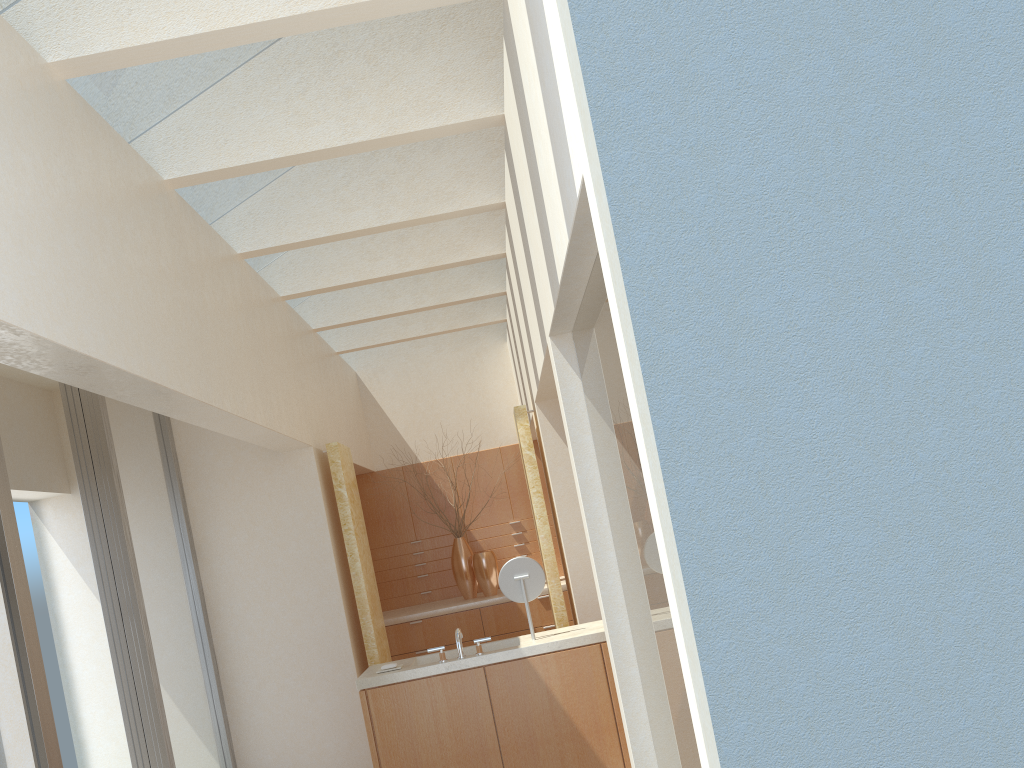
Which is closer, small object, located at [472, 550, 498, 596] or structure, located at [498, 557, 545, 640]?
structure, located at [498, 557, 545, 640]

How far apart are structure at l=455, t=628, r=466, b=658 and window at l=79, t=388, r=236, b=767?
3.97m

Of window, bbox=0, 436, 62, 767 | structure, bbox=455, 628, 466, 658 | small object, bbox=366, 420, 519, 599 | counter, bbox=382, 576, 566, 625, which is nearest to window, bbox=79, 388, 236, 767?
window, bbox=0, 436, 62, 767

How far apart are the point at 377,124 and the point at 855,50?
6.21m

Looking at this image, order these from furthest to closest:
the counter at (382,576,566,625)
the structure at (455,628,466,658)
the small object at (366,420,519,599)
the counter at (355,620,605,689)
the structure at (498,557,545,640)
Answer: the small object at (366,420,519,599), the counter at (382,576,566,625), the structure at (498,557,545,640), the structure at (455,628,466,658), the counter at (355,620,605,689)

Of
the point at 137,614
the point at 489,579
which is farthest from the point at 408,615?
the point at 137,614

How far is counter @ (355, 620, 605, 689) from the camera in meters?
11.1

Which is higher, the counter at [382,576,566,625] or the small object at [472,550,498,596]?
the small object at [472,550,498,596]

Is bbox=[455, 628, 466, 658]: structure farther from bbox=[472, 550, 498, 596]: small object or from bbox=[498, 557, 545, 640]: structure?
bbox=[472, 550, 498, 596]: small object

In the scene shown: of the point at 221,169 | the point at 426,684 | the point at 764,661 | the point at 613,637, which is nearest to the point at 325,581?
the point at 426,684
